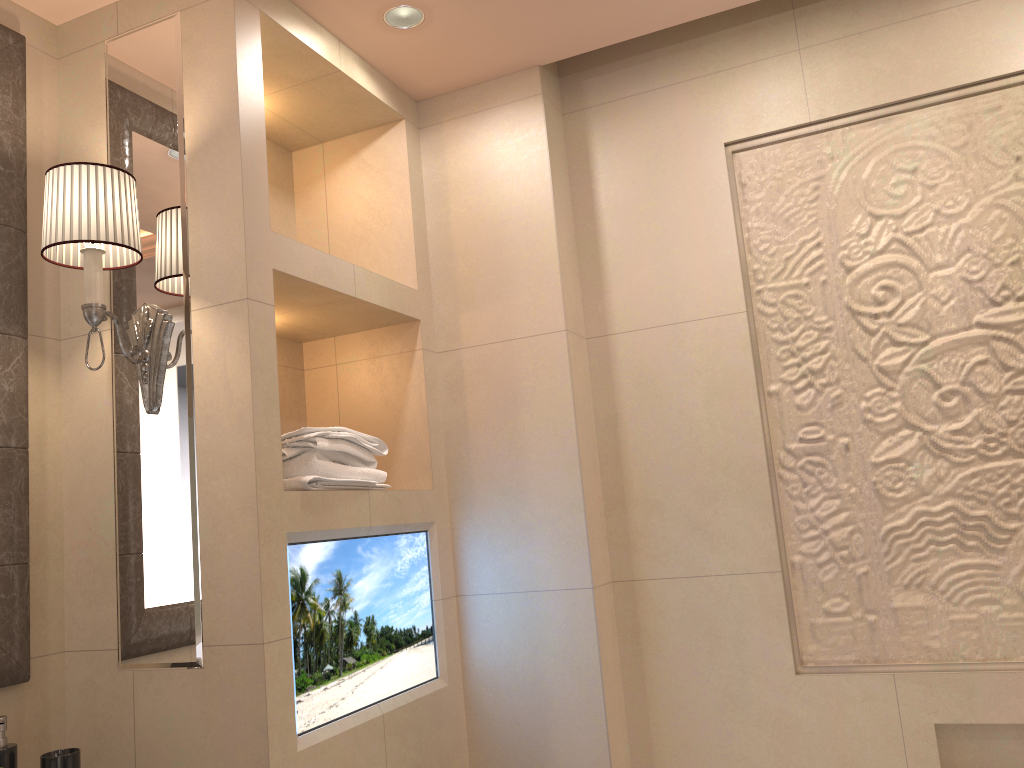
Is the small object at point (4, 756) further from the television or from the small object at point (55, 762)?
the television

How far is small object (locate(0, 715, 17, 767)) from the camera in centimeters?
148cm

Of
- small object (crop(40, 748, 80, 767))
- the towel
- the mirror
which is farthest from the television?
the mirror

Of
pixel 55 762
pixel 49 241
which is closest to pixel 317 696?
pixel 55 762

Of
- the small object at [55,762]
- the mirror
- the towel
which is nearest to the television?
the towel

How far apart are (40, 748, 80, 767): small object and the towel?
0.58m

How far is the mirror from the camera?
1.6 meters

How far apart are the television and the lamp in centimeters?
38cm

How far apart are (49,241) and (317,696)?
1.0m

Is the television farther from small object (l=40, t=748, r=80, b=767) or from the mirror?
the mirror
